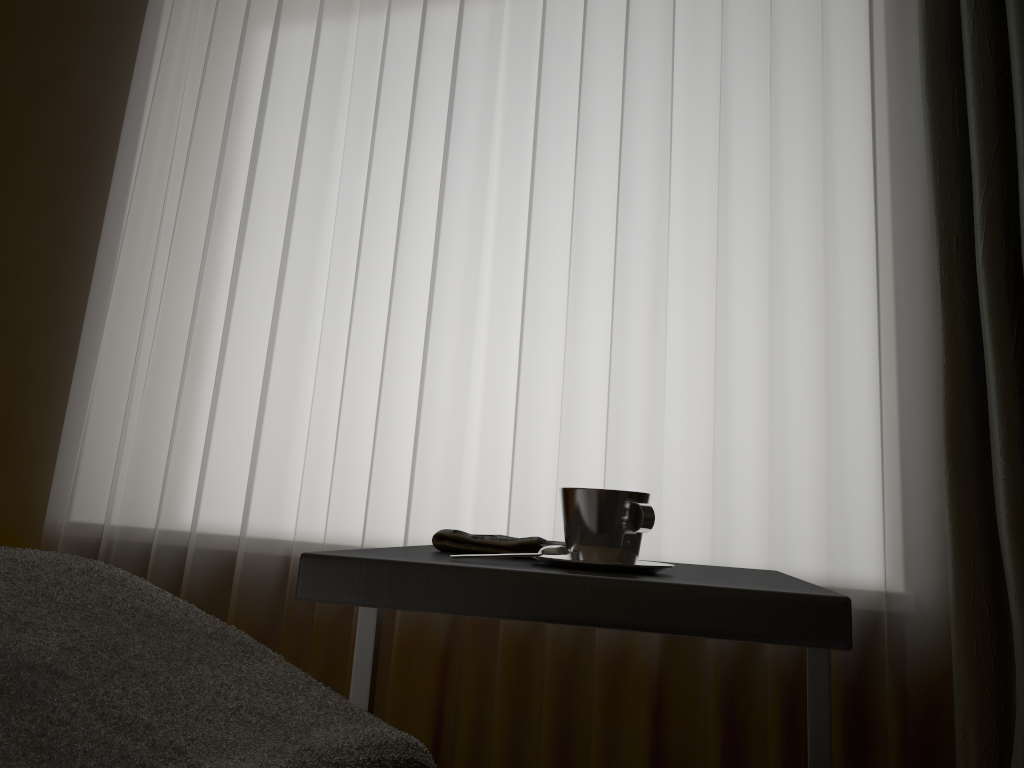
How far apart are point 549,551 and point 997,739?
1.08m

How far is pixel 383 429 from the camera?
2.1m

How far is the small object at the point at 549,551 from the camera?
0.9m

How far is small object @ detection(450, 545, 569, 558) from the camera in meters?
0.9 m

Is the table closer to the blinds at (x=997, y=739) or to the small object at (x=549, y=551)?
the small object at (x=549, y=551)

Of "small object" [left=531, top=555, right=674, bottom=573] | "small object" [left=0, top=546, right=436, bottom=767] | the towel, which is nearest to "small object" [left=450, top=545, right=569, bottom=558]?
"small object" [left=531, top=555, right=674, bottom=573]

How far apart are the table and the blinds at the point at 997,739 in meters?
0.6

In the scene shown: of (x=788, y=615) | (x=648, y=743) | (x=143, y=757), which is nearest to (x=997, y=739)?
(x=648, y=743)

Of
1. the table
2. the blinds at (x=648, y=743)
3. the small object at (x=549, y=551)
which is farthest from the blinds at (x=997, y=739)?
the small object at (x=549, y=551)

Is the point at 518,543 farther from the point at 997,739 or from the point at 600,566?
the point at 997,739
